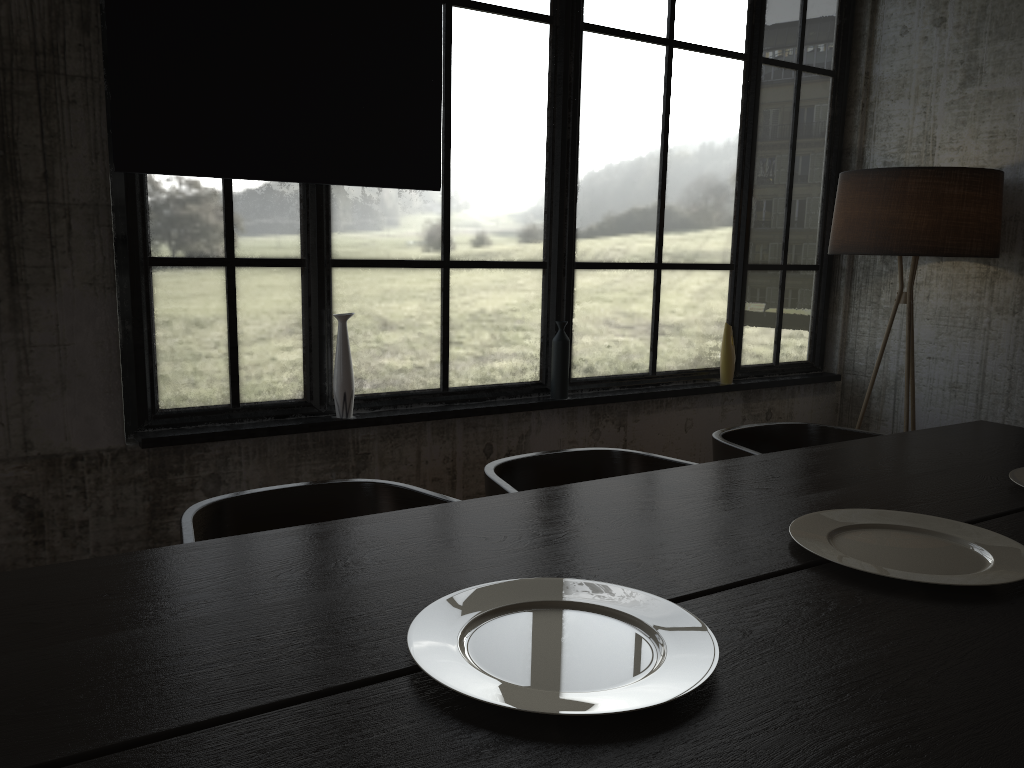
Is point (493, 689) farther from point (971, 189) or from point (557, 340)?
point (971, 189)

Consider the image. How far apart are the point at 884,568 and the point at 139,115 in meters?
2.6 m

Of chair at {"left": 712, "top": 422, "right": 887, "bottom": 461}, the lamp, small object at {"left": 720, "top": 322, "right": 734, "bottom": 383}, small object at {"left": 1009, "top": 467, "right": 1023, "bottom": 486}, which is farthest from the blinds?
small object at {"left": 1009, "top": 467, "right": 1023, "bottom": 486}

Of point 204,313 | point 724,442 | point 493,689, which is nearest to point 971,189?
point 724,442

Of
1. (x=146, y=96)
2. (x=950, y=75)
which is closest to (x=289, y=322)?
(x=146, y=96)

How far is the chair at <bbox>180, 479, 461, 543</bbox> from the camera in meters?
2.3 m

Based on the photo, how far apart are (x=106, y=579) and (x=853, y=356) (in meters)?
4.32

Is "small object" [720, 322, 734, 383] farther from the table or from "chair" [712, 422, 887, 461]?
the table

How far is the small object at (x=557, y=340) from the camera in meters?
4.0

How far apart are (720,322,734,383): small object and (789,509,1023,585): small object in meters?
2.3 m
